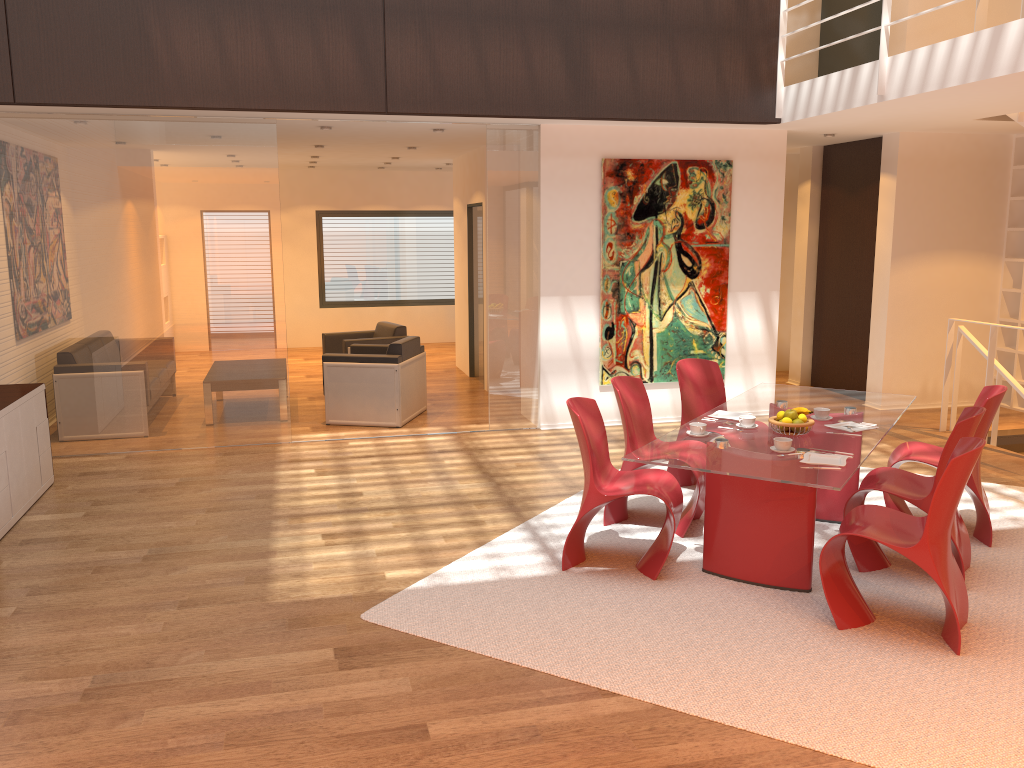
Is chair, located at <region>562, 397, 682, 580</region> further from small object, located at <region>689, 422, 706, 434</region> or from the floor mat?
small object, located at <region>689, 422, 706, 434</region>

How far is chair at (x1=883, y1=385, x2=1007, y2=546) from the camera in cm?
499

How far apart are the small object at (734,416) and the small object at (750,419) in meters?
0.3 m

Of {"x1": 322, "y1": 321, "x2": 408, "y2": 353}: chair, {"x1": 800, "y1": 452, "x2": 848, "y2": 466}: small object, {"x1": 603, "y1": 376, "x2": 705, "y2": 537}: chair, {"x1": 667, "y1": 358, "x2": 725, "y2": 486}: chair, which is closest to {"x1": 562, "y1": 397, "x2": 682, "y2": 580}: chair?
{"x1": 603, "y1": 376, "x2": 705, "y2": 537}: chair

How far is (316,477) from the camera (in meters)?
6.58

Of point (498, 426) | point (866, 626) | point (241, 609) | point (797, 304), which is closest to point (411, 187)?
point (797, 304)

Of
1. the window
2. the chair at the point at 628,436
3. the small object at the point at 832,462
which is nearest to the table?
the small object at the point at 832,462

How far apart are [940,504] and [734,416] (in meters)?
1.52

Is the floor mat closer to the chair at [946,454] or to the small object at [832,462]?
the chair at [946,454]

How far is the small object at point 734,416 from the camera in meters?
5.1 m
